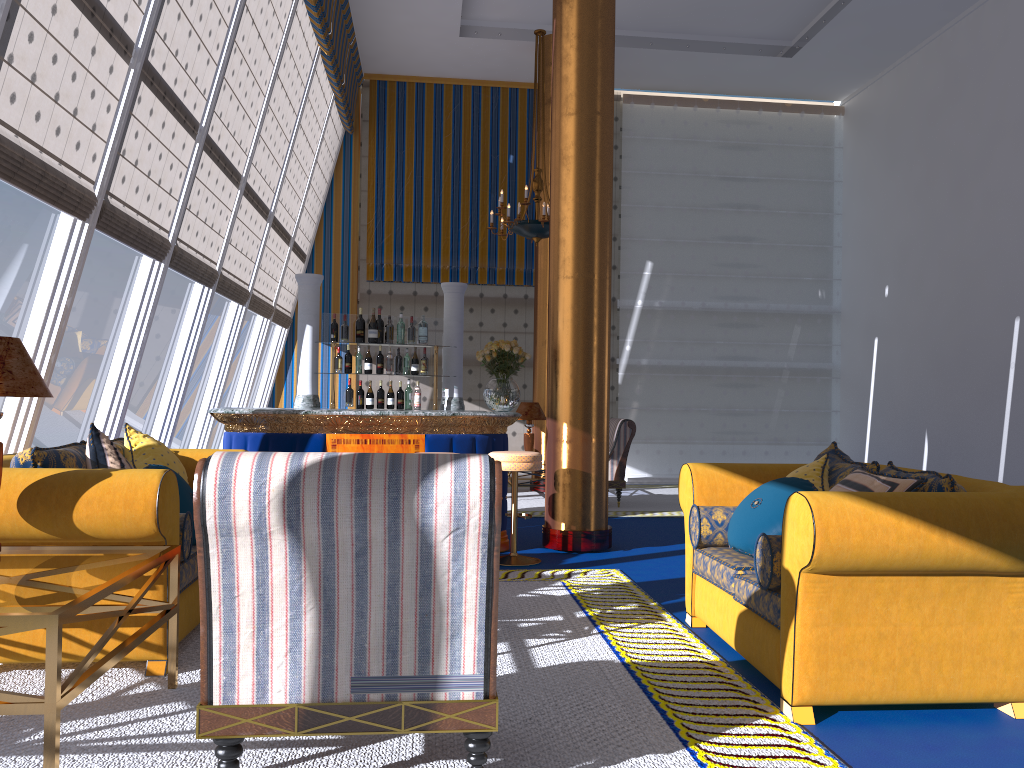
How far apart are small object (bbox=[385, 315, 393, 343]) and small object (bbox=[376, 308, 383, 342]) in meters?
1.0

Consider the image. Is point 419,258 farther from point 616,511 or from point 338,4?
point 616,511

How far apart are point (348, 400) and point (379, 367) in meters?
0.4 m

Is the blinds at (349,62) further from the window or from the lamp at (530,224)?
the window

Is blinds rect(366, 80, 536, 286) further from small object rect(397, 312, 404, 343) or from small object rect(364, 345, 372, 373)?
small object rect(364, 345, 372, 373)

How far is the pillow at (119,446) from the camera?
4.5 meters

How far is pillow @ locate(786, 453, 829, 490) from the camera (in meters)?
4.05

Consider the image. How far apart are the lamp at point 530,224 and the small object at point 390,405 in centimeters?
288cm

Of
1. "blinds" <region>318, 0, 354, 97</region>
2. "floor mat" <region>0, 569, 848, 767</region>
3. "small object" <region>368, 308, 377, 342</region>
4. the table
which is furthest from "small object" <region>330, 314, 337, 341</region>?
the table

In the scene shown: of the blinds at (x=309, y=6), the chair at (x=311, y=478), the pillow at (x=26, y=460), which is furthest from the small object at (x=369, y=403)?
the chair at (x=311, y=478)
